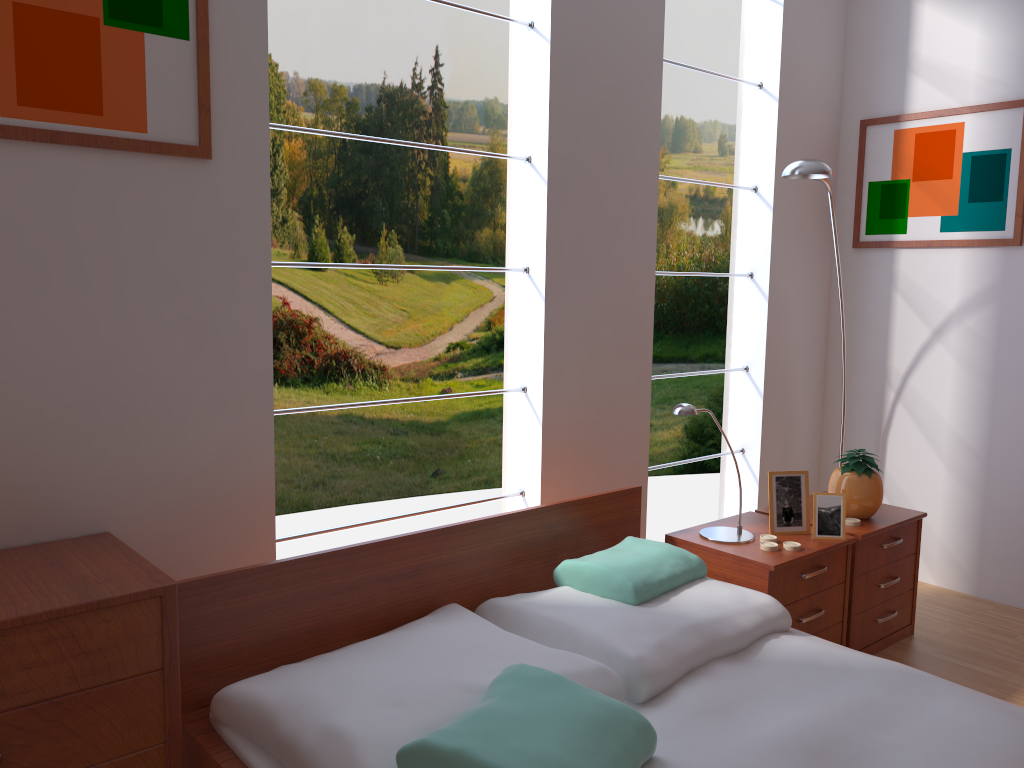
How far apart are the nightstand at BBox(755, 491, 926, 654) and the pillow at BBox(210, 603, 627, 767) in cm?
118

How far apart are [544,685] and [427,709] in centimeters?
22cm

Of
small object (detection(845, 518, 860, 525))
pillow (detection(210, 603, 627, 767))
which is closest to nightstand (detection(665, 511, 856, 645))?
small object (detection(845, 518, 860, 525))

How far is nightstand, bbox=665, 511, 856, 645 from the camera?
2.4m

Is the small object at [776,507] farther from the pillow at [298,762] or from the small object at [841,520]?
the pillow at [298,762]

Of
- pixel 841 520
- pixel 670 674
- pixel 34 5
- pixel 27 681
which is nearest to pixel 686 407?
pixel 841 520

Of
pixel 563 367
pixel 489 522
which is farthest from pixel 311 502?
pixel 489 522

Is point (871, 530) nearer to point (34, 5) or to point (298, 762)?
point (298, 762)

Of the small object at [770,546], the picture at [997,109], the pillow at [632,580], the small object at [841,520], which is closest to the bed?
the pillow at [632,580]

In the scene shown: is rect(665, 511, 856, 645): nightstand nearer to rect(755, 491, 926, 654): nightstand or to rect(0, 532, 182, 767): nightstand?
rect(755, 491, 926, 654): nightstand
